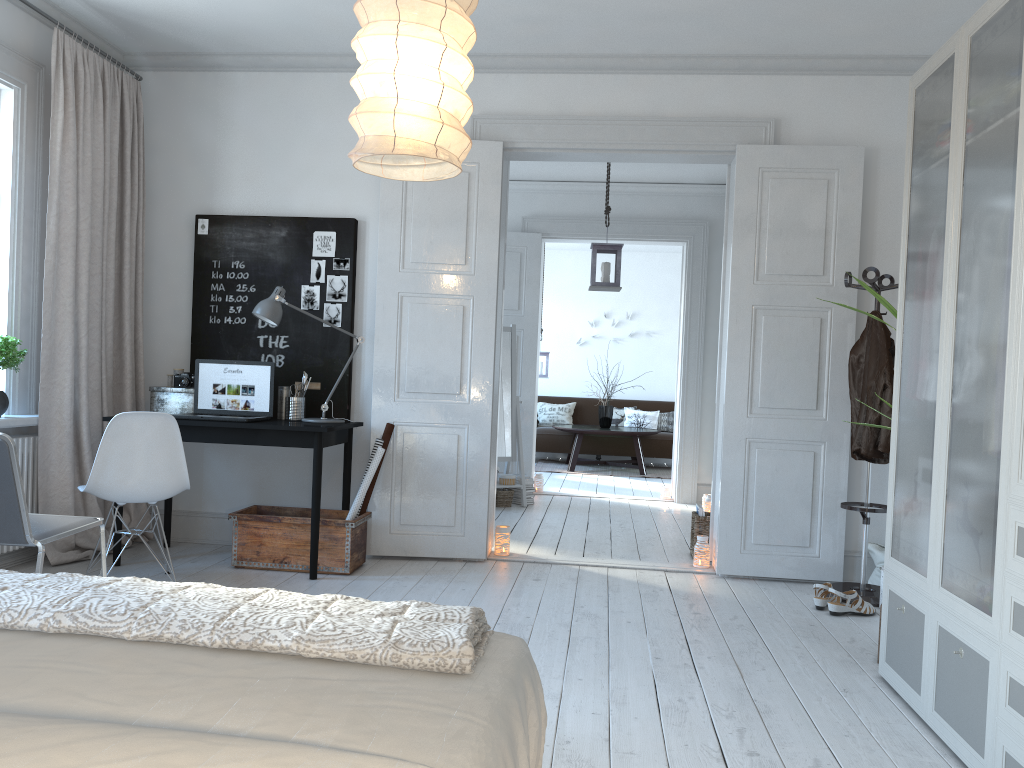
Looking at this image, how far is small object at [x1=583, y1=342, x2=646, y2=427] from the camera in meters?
10.6 m

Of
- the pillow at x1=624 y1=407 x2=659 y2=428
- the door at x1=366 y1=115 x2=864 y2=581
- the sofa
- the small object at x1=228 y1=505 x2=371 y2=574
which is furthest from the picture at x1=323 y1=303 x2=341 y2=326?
the pillow at x1=624 y1=407 x2=659 y2=428

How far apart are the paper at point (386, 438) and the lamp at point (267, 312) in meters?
0.3

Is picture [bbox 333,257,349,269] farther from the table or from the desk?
the table

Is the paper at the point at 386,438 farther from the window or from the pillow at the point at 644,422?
the pillow at the point at 644,422

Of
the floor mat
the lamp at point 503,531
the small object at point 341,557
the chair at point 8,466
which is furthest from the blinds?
the floor mat

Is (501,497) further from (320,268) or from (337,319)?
(320,268)

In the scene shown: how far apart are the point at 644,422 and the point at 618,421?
0.34m

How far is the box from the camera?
4.82m

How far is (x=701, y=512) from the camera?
5.30m
